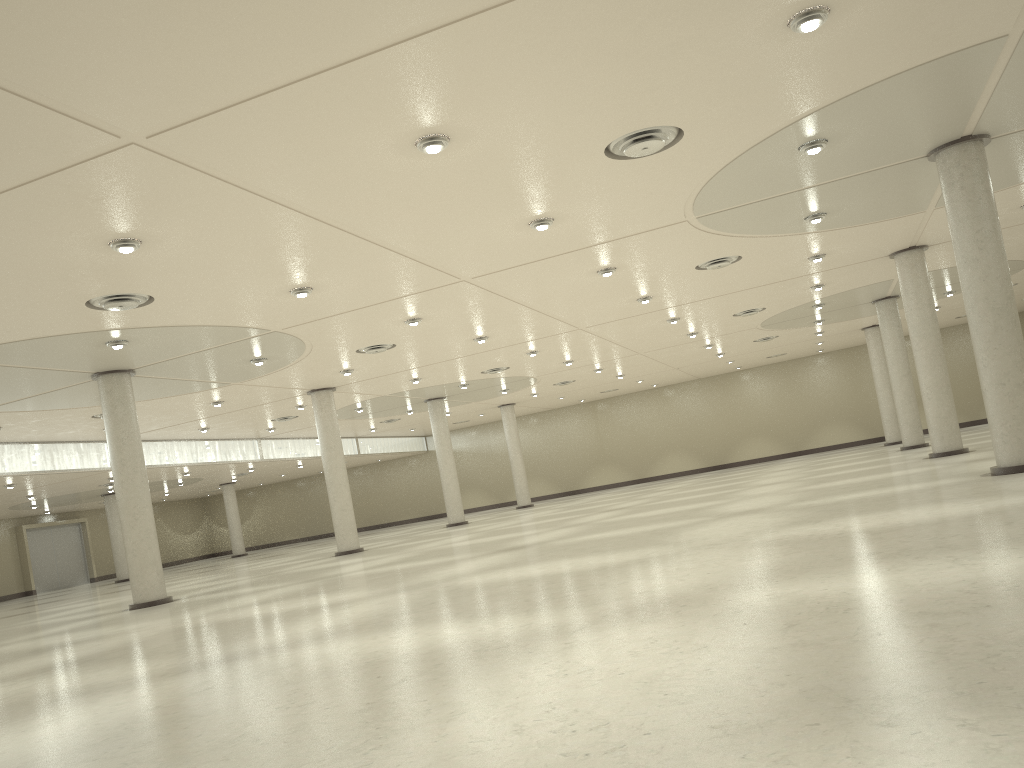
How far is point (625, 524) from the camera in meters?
43.4

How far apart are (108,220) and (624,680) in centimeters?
2204cm

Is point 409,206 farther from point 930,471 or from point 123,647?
point 930,471

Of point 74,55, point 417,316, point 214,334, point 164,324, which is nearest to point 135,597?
point 214,334
